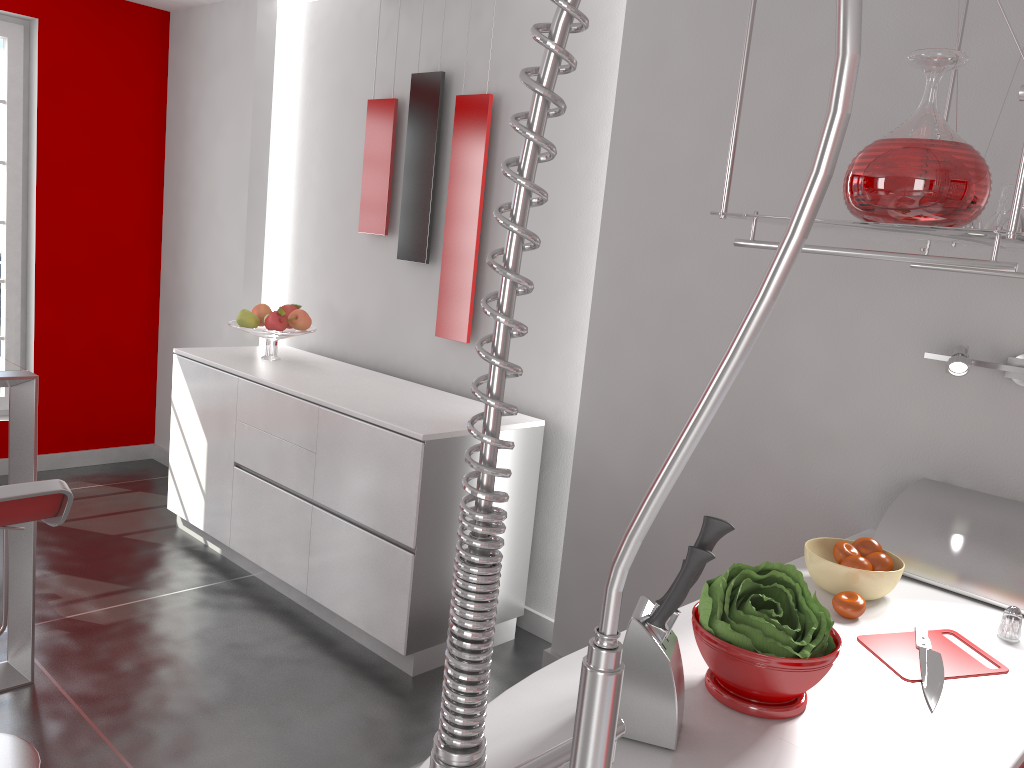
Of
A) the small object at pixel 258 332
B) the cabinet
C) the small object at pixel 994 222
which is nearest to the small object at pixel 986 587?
the small object at pixel 994 222

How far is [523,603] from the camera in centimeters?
349cm

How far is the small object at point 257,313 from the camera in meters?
4.1 m

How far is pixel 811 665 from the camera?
1.29m

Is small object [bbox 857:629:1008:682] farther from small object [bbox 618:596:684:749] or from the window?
the window

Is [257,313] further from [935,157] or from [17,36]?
[935,157]

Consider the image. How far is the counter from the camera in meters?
1.2

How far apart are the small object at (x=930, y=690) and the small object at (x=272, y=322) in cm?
298

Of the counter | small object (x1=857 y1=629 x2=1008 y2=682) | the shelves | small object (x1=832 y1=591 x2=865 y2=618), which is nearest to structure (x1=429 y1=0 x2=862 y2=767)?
the counter

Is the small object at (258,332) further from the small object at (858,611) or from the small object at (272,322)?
the small object at (858,611)
